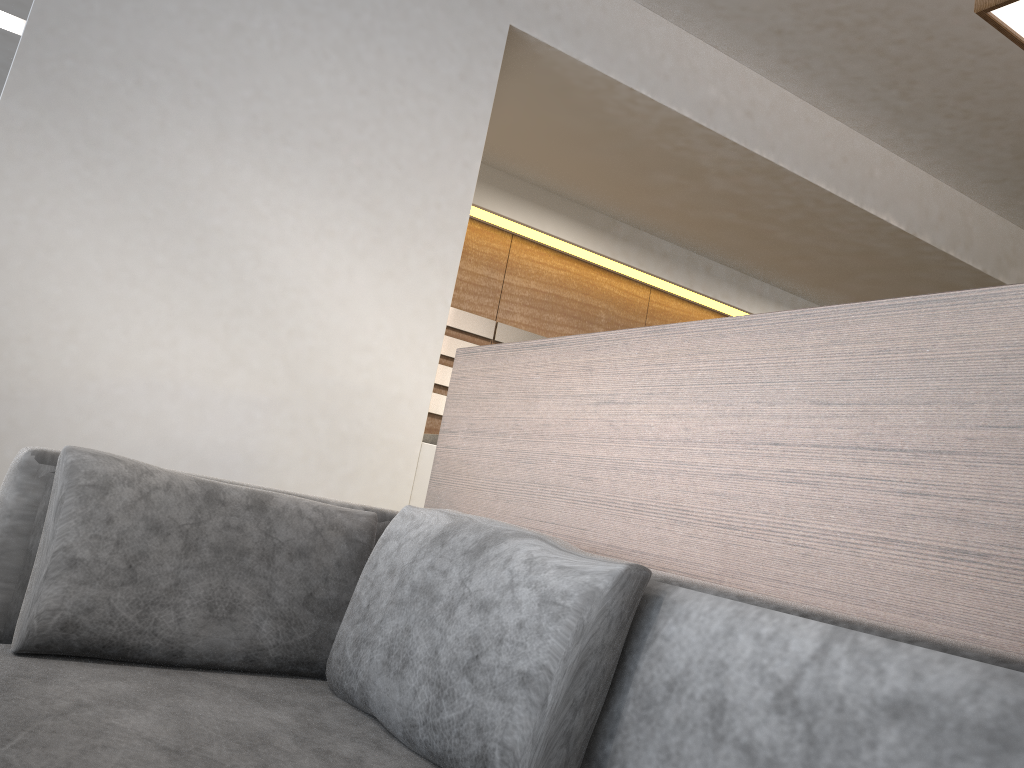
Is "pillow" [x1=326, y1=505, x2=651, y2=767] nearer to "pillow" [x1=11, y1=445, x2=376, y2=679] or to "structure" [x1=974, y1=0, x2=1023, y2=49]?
"pillow" [x1=11, y1=445, x2=376, y2=679]

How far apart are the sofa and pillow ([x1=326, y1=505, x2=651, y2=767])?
0.01m

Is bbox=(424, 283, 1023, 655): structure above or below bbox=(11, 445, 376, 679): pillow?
above

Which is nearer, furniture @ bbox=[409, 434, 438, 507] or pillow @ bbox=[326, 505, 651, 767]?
pillow @ bbox=[326, 505, 651, 767]

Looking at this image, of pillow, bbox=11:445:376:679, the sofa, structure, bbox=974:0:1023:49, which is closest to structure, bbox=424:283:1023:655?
the sofa

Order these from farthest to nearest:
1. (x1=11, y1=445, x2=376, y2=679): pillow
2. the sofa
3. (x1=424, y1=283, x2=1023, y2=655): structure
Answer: (x1=11, y1=445, x2=376, y2=679): pillow < (x1=424, y1=283, x2=1023, y2=655): structure < the sofa

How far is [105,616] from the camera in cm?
132

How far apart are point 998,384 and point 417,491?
1.83m

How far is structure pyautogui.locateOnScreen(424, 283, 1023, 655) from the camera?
0.95m

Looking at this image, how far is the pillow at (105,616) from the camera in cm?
132
